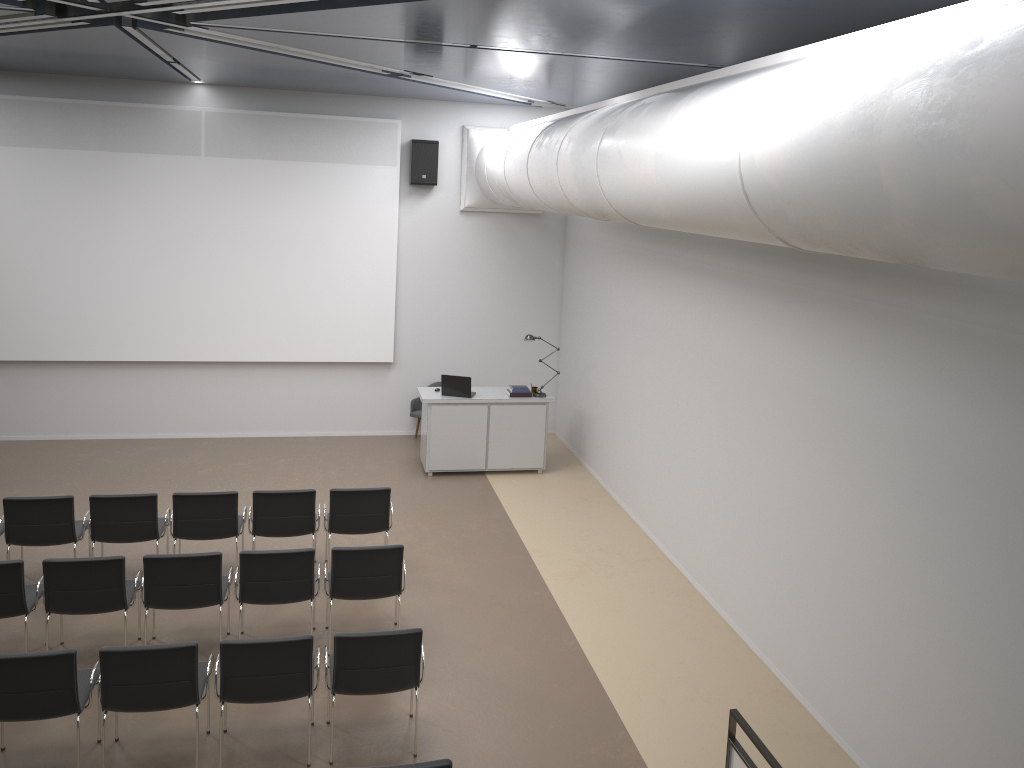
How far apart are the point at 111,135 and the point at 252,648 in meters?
8.3 m

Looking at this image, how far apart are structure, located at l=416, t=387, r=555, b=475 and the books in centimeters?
7cm

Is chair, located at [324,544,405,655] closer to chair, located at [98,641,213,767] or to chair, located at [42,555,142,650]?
chair, located at [98,641,213,767]

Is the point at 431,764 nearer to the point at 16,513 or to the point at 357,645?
the point at 357,645

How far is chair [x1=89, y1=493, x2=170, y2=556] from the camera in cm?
770

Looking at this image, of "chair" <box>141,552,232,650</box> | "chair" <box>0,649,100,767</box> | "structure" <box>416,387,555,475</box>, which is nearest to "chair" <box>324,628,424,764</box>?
"chair" <box>141,552,232,650</box>

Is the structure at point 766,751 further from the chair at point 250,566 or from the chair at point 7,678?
the chair at point 7,678

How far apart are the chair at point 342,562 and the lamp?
4.7m

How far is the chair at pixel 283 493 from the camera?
8.0m

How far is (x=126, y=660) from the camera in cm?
535
